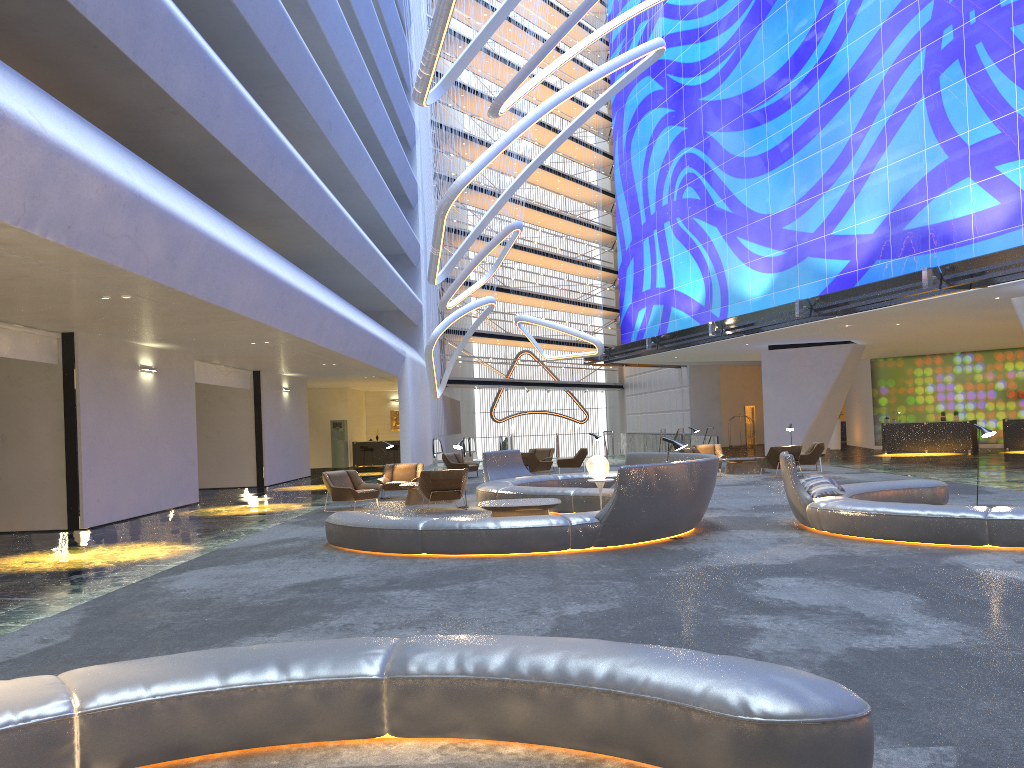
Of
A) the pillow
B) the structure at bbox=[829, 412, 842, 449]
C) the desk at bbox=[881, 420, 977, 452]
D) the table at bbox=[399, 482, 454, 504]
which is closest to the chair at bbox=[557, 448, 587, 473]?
the table at bbox=[399, 482, 454, 504]

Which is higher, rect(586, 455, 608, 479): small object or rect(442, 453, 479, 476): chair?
rect(586, 455, 608, 479): small object

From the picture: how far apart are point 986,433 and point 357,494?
10.5 meters

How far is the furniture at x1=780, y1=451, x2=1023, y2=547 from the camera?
9.3m

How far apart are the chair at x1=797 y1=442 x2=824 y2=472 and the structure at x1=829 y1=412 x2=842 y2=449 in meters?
14.6

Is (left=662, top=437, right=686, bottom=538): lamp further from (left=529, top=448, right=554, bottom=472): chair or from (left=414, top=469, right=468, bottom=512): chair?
(left=529, top=448, right=554, bottom=472): chair

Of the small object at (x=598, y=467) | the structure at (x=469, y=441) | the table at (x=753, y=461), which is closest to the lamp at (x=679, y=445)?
the small object at (x=598, y=467)

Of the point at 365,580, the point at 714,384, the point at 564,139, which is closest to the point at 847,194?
the point at 564,139

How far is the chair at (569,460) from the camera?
26.1 meters

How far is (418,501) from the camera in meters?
17.7
